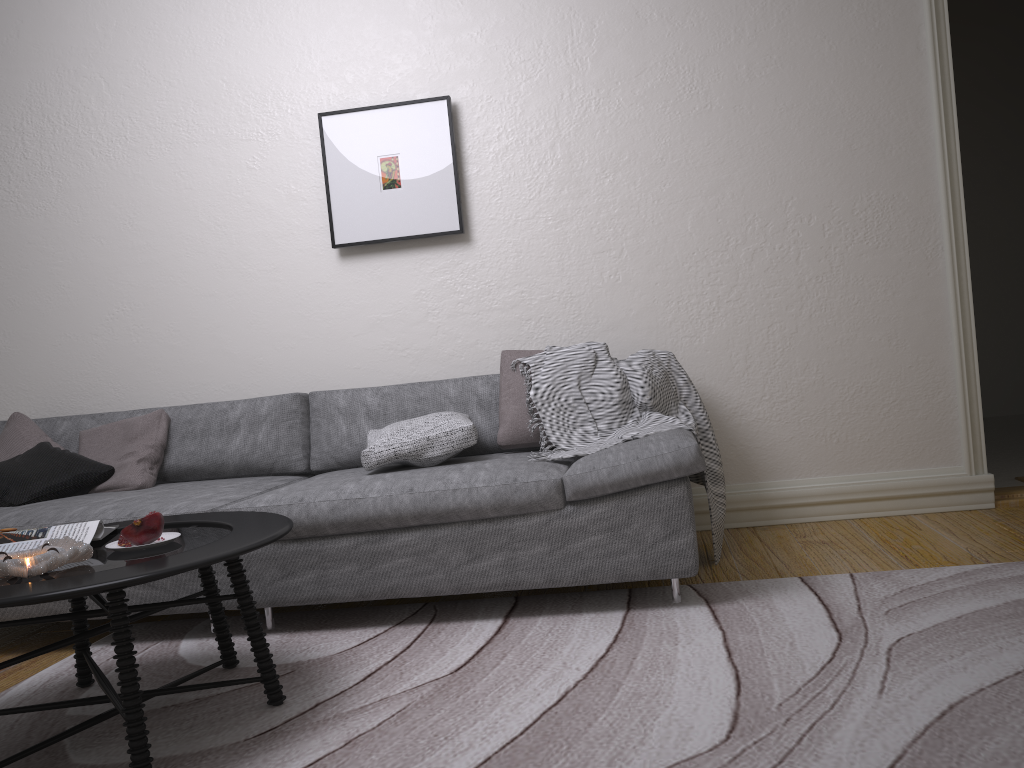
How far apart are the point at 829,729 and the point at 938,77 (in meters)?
2.77

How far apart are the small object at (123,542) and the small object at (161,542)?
0.0 meters

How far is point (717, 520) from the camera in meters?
3.1 m

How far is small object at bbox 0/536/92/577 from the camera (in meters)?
1.86

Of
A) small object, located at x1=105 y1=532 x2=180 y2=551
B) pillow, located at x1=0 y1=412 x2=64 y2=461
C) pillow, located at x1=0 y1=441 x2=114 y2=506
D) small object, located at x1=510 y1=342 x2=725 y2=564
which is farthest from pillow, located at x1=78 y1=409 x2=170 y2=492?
small object, located at x1=510 y1=342 x2=725 y2=564

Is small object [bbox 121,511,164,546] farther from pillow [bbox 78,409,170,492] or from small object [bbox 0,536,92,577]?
pillow [bbox 78,409,170,492]

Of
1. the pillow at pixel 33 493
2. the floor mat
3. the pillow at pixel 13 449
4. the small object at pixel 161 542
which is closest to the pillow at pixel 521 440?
the floor mat

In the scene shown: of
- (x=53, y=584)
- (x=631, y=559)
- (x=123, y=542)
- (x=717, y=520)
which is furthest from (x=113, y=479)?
(x=717, y=520)

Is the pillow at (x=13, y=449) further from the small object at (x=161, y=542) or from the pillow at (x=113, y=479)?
the small object at (x=161, y=542)

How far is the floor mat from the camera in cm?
171
